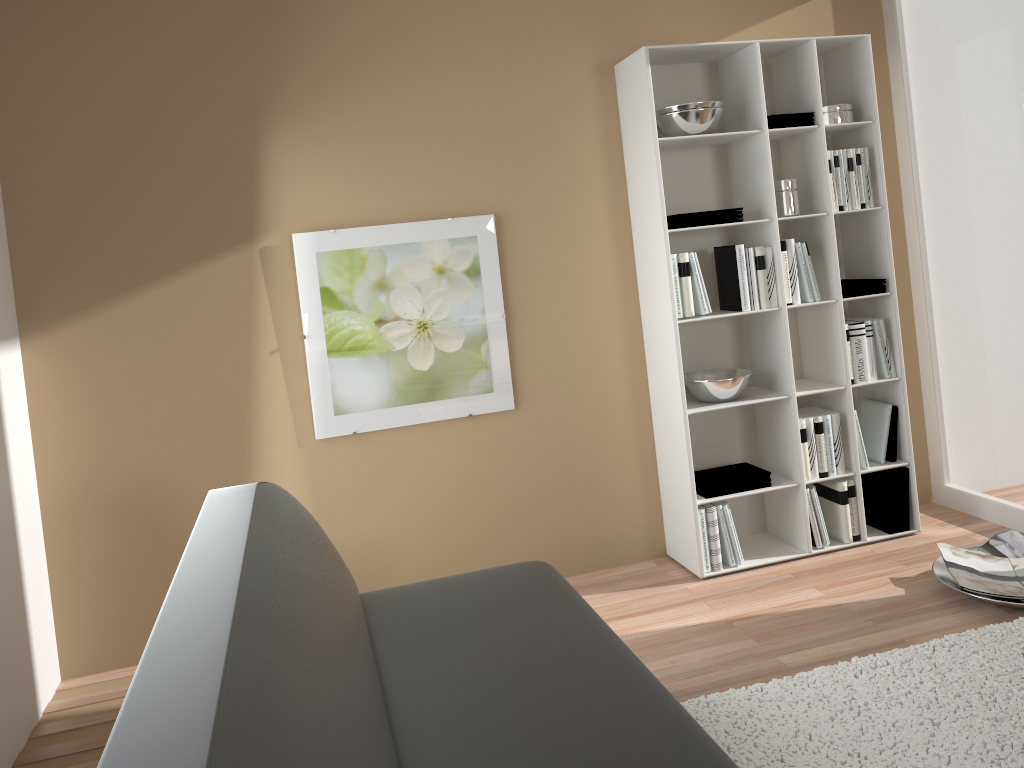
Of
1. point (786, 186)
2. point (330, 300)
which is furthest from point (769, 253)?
point (330, 300)

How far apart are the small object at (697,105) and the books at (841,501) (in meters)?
1.65

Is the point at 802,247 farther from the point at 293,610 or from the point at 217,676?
the point at 217,676

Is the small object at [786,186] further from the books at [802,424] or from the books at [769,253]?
the books at [802,424]

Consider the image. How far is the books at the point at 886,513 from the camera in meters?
3.9 m

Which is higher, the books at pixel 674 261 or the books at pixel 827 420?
the books at pixel 674 261

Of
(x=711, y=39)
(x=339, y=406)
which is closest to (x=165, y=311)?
(x=339, y=406)

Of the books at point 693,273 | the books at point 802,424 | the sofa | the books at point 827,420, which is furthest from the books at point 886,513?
the sofa

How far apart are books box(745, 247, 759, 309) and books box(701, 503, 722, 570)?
0.84m

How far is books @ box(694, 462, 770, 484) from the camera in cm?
371
